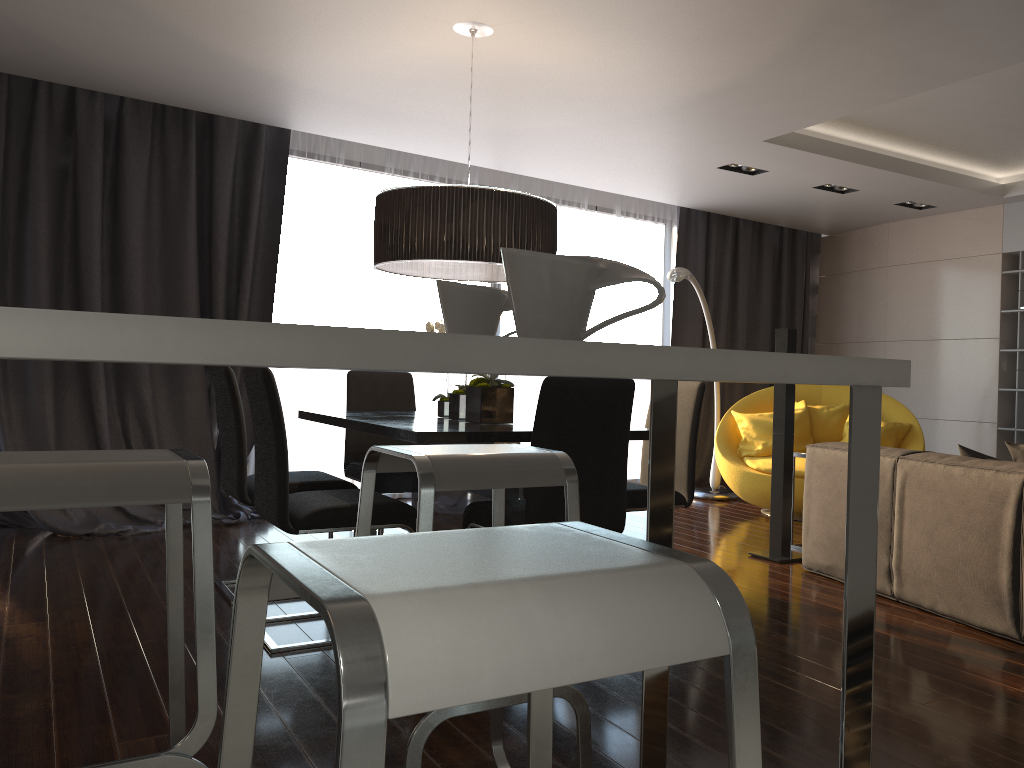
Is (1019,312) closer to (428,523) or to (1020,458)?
(1020,458)

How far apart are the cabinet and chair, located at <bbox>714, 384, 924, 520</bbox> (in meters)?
4.40

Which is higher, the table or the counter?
the counter

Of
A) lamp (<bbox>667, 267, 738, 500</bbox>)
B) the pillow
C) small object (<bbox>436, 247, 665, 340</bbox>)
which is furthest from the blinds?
small object (<bbox>436, 247, 665, 340</bbox>)

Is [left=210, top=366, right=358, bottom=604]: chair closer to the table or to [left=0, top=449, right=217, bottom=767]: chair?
the table

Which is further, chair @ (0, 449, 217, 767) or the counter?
chair @ (0, 449, 217, 767)

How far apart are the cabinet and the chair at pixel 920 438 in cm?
440

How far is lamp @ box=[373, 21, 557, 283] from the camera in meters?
3.6 m

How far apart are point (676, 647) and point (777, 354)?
0.56m

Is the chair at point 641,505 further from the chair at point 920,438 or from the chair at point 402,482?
the chair at point 920,438
